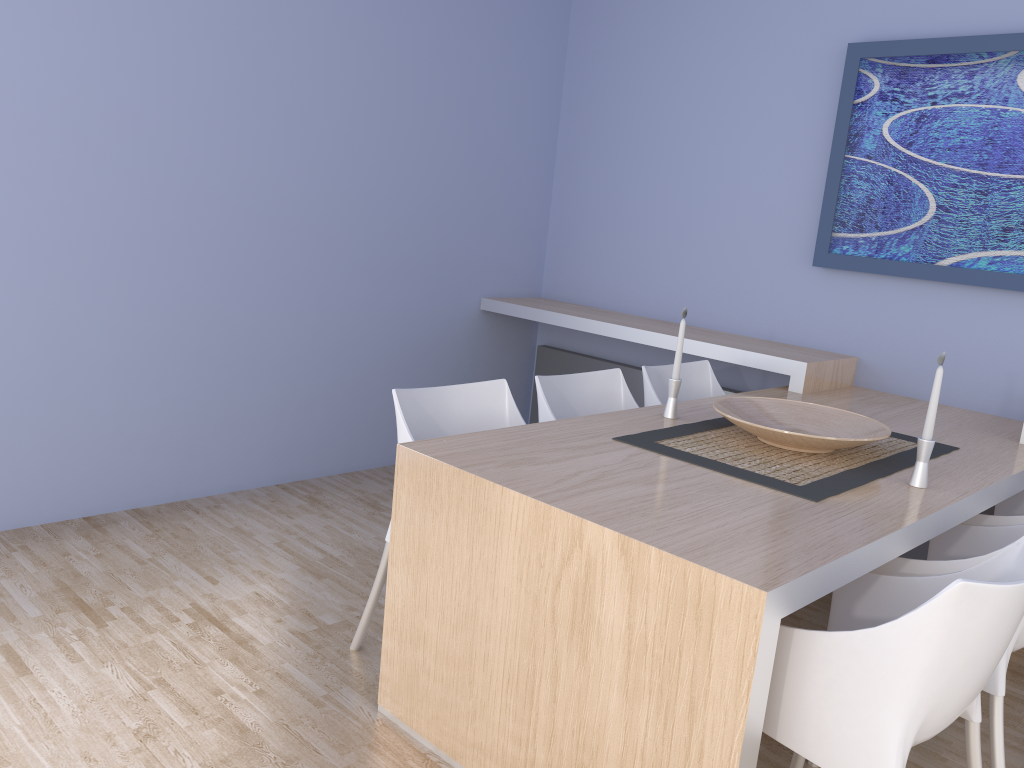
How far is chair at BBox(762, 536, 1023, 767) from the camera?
1.47m

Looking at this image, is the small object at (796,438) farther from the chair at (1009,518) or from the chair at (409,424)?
the chair at (409,424)

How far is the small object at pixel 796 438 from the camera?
2.4 meters

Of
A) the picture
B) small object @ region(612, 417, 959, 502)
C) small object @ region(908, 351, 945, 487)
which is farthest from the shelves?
small object @ region(908, 351, 945, 487)

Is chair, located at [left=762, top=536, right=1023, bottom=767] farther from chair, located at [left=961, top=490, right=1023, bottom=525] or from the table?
chair, located at [left=961, top=490, right=1023, bottom=525]

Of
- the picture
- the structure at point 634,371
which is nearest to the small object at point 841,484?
the picture

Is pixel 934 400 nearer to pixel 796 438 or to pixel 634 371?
pixel 796 438

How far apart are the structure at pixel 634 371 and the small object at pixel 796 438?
1.3 meters

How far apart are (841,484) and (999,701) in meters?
0.6 m

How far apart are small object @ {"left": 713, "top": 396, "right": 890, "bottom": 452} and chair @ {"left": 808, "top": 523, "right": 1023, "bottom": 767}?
0.3 meters
